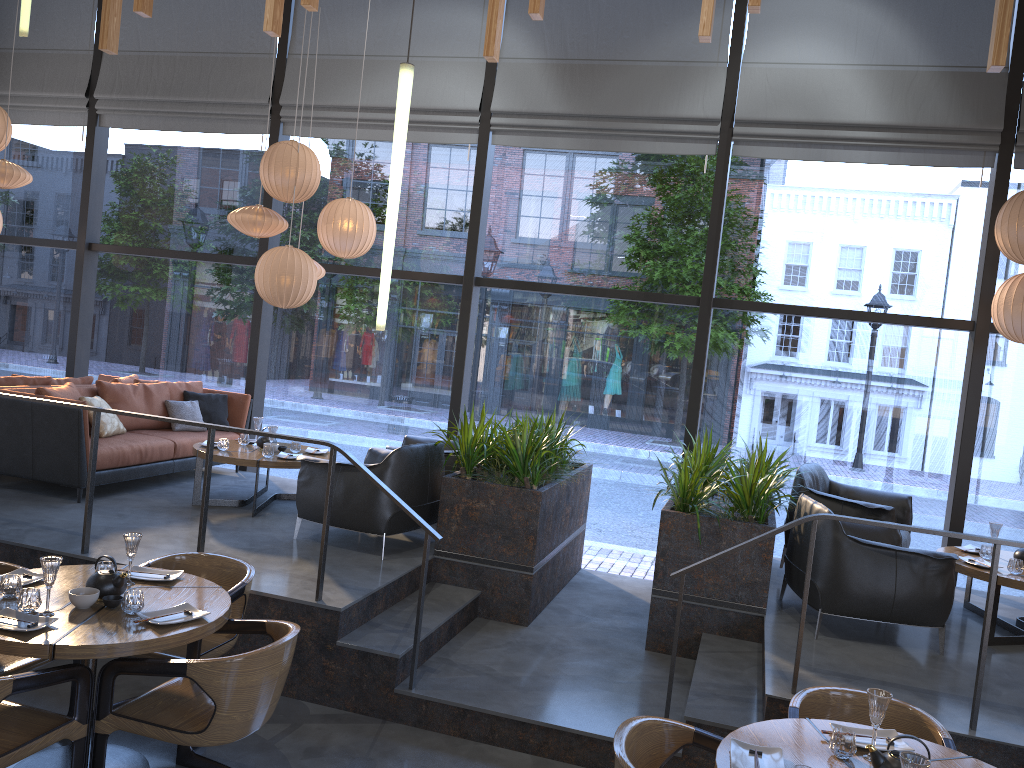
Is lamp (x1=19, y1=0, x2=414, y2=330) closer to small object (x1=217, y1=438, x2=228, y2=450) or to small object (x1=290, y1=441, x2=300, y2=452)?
small object (x1=217, y1=438, x2=228, y2=450)

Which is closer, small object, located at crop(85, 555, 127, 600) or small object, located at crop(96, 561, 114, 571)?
small object, located at crop(85, 555, 127, 600)

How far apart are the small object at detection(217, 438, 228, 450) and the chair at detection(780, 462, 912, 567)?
4.2m

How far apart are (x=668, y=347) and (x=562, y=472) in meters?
18.1

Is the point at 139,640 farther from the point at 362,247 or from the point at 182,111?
the point at 182,111

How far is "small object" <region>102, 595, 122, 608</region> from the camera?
3.62m

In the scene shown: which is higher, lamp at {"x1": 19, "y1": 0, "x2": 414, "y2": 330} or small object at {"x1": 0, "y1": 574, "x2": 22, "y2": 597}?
lamp at {"x1": 19, "y1": 0, "x2": 414, "y2": 330}

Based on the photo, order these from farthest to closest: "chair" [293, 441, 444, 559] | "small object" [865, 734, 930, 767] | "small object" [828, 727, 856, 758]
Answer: "chair" [293, 441, 444, 559] → "small object" [828, 727, 856, 758] → "small object" [865, 734, 930, 767]

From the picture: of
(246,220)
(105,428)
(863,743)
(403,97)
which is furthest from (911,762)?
(105,428)

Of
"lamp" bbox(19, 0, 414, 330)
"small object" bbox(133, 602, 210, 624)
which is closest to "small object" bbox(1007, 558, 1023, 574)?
"lamp" bbox(19, 0, 414, 330)
